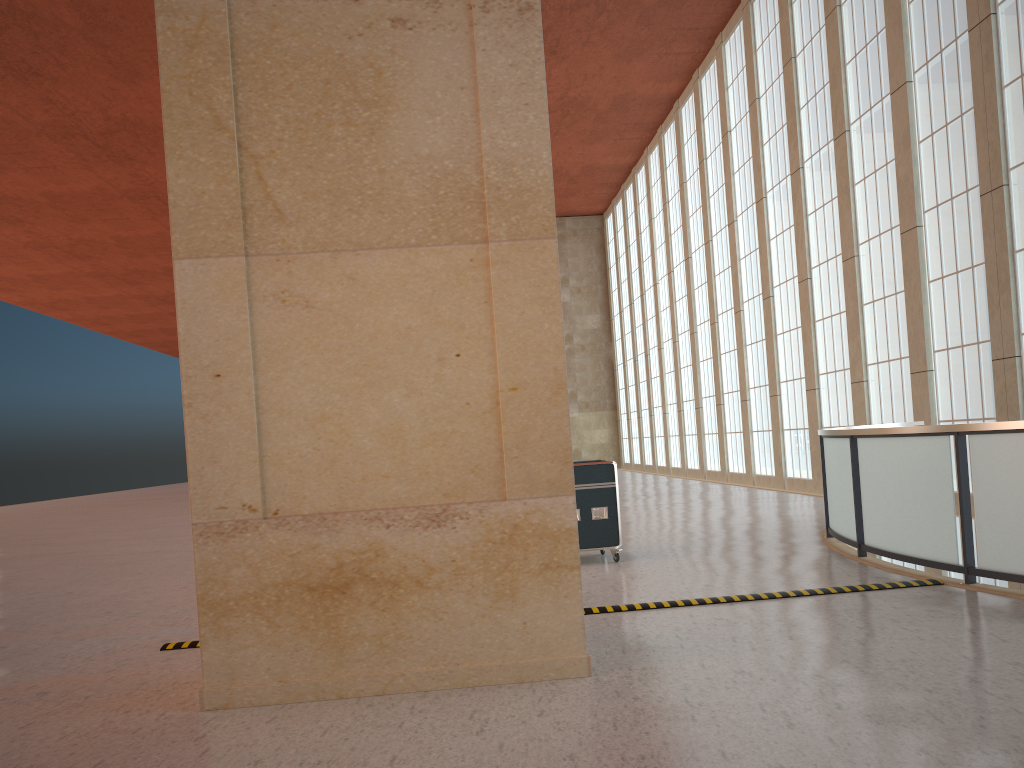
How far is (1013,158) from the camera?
18.1 meters

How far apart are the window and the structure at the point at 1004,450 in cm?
286

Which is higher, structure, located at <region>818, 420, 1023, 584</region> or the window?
the window

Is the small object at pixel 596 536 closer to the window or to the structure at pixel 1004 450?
the structure at pixel 1004 450

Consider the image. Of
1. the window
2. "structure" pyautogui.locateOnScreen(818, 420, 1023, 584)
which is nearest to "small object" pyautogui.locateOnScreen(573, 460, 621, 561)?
"structure" pyautogui.locateOnScreen(818, 420, 1023, 584)

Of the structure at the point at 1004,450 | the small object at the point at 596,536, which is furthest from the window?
Answer: the small object at the point at 596,536

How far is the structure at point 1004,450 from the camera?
9.03m

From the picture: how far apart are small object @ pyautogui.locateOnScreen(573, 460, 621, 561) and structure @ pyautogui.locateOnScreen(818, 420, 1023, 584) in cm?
320

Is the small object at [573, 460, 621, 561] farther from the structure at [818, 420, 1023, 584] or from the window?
the window

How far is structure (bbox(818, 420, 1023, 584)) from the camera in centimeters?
903cm
